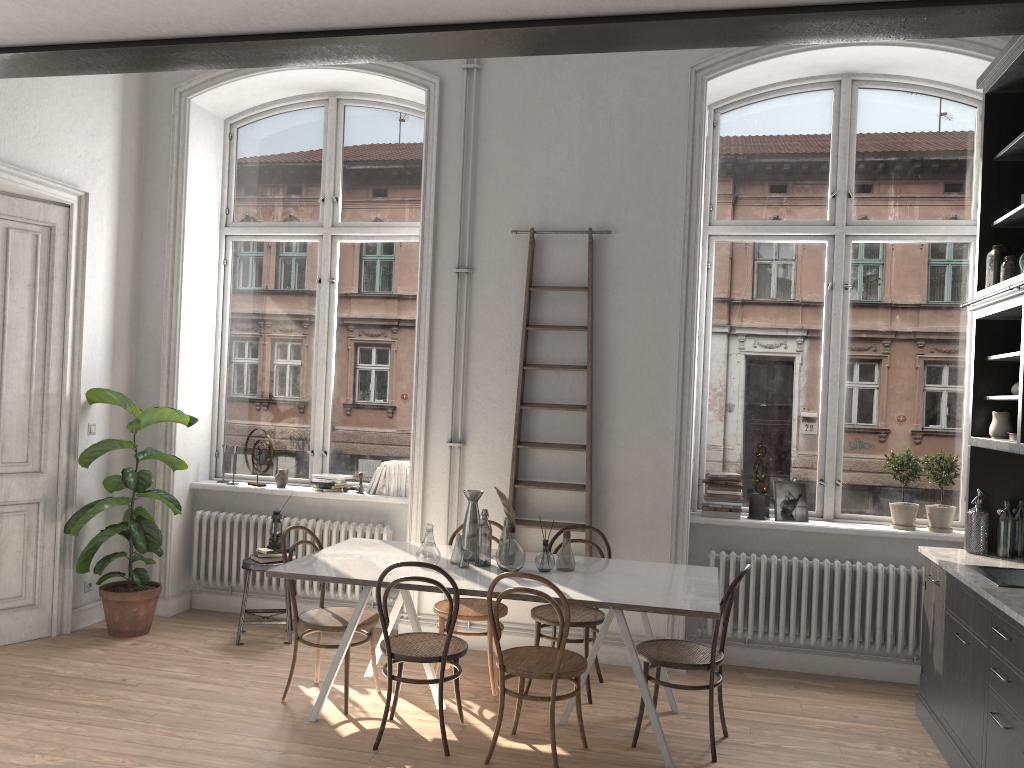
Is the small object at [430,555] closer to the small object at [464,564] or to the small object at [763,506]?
the small object at [464,564]

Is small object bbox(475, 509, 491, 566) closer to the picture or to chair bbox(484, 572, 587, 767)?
chair bbox(484, 572, 587, 767)

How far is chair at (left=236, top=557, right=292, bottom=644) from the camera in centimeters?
579cm

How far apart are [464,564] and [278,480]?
2.38m

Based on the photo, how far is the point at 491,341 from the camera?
5.9 meters

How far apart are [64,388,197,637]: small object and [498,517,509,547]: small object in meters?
2.4 m

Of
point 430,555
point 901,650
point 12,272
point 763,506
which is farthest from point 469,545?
point 12,272

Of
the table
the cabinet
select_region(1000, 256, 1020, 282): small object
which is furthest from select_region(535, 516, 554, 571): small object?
select_region(1000, 256, 1020, 282): small object

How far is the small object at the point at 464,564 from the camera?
4.7m

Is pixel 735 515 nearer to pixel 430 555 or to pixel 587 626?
pixel 587 626
